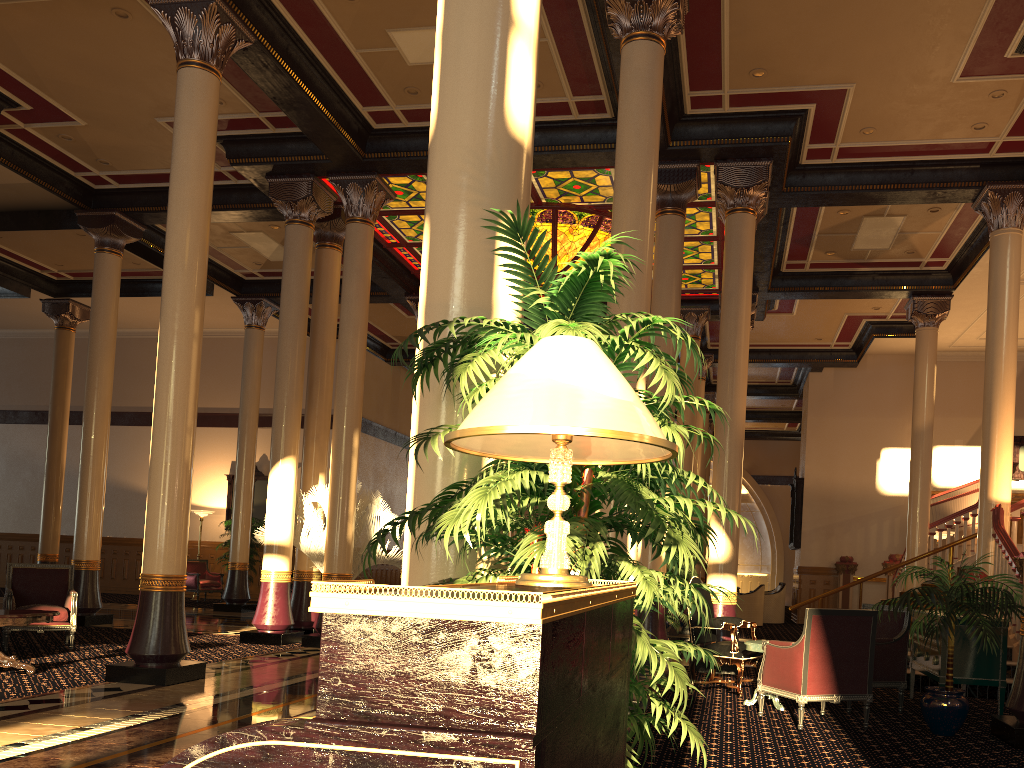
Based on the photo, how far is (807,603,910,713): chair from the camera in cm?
701

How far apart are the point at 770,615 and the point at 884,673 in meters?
12.2 m

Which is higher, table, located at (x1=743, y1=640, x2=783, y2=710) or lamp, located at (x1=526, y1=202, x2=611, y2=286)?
lamp, located at (x1=526, y1=202, x2=611, y2=286)

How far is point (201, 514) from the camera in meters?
19.8 m

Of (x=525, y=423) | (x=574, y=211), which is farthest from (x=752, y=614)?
(x=525, y=423)

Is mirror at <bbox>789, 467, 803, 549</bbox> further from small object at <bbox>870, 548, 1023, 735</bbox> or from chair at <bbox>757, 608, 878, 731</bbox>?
chair at <bbox>757, 608, 878, 731</bbox>

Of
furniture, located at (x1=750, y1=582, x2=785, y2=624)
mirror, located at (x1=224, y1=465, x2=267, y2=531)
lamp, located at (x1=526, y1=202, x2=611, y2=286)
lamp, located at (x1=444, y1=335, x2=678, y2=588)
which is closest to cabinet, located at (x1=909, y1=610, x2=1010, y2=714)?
lamp, located at (x1=444, y1=335, x2=678, y2=588)

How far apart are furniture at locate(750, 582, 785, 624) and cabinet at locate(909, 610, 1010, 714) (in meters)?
11.06

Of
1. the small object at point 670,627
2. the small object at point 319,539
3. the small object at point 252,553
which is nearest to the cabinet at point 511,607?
the small object at point 319,539

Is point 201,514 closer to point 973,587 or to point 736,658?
point 736,658
